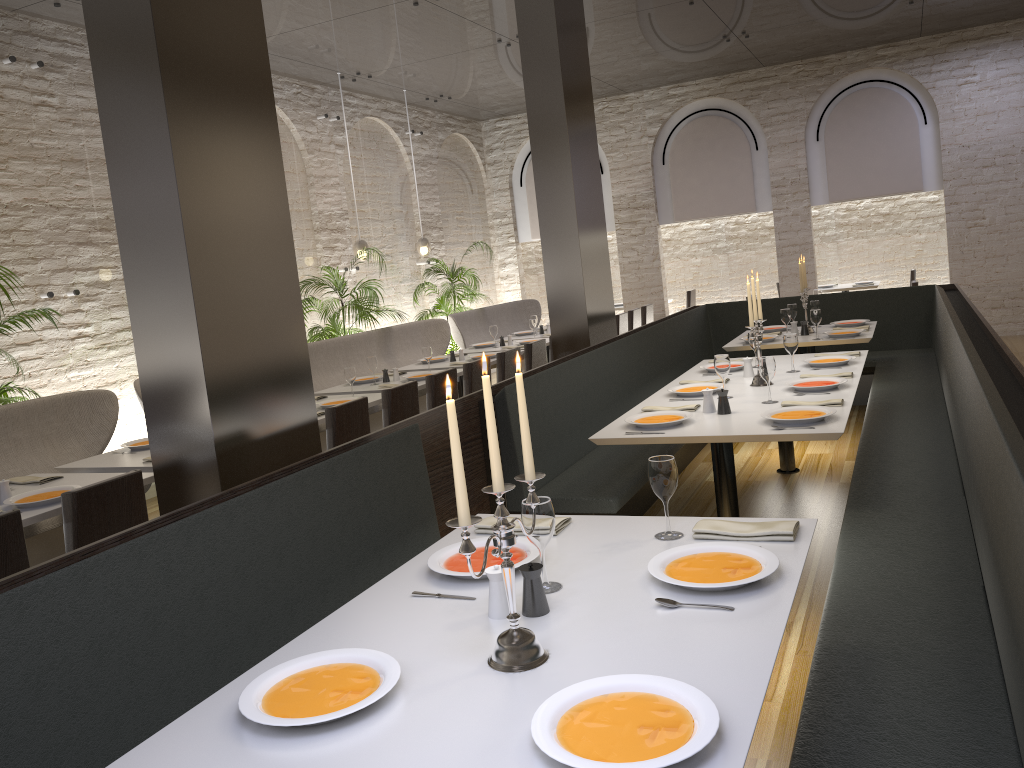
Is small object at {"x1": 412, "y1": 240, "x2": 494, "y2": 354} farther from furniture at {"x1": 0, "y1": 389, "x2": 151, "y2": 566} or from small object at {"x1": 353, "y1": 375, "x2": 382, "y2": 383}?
furniture at {"x1": 0, "y1": 389, "x2": 151, "y2": 566}

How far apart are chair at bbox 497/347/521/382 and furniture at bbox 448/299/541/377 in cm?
299

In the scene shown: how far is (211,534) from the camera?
2.5 meters

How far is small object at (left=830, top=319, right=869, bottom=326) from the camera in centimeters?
731cm

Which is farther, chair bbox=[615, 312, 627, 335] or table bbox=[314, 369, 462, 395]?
chair bbox=[615, 312, 627, 335]

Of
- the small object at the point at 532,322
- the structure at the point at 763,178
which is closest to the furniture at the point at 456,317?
the small object at the point at 532,322

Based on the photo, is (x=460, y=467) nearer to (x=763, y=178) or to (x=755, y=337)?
(x=755, y=337)

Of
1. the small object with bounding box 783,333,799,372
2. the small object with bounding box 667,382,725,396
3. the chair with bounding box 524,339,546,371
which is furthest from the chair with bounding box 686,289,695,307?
the small object with bounding box 667,382,725,396

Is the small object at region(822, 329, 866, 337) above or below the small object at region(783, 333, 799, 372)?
below

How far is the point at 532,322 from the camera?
9.4 meters
